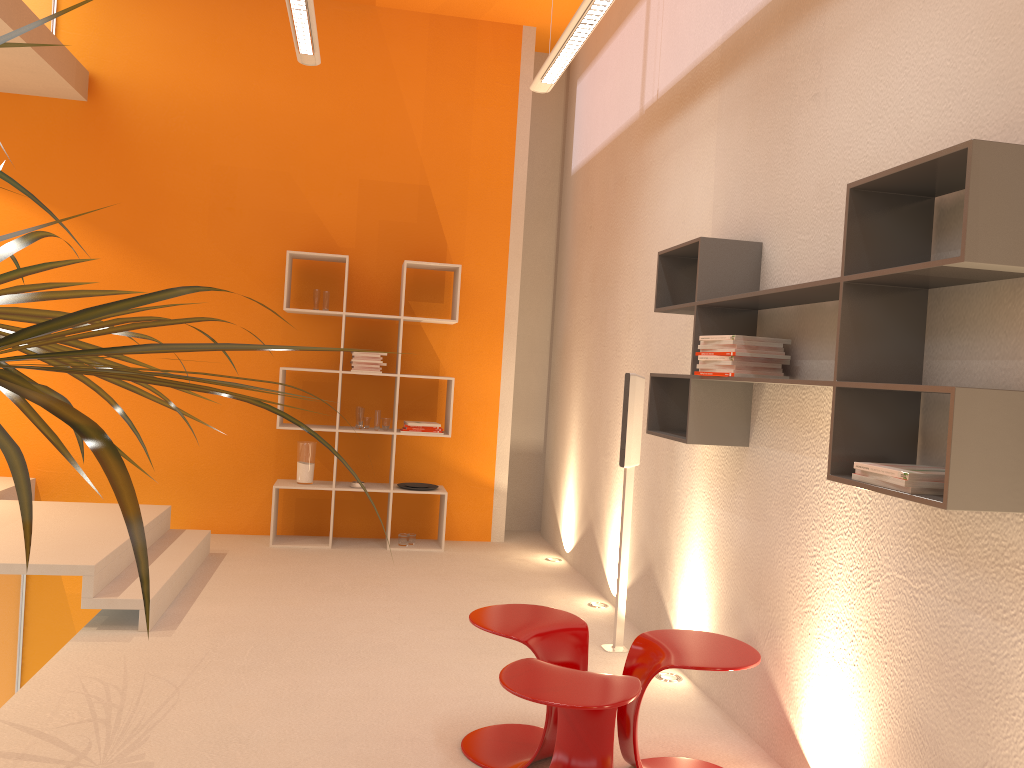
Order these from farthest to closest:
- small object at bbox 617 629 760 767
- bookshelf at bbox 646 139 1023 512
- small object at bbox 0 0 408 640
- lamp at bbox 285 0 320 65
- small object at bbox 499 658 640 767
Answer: lamp at bbox 285 0 320 65 → small object at bbox 617 629 760 767 → small object at bbox 499 658 640 767 → bookshelf at bbox 646 139 1023 512 → small object at bbox 0 0 408 640

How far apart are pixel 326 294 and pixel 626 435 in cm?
277

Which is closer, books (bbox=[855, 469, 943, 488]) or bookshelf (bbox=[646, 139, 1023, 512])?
bookshelf (bbox=[646, 139, 1023, 512])

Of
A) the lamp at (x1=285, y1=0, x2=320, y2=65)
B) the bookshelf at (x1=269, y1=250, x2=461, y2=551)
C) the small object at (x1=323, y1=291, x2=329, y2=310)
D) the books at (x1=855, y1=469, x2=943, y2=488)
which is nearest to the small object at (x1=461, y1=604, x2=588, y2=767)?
the books at (x1=855, y1=469, x2=943, y2=488)

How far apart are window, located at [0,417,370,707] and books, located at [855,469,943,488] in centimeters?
452cm

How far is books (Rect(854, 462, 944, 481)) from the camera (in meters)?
2.03

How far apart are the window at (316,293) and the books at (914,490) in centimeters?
456cm

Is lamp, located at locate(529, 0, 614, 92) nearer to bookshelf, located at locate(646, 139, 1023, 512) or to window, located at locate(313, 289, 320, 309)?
bookshelf, located at locate(646, 139, 1023, 512)

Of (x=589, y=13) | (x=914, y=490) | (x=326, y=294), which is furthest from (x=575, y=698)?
(x=326, y=294)

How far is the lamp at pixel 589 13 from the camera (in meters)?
3.70
